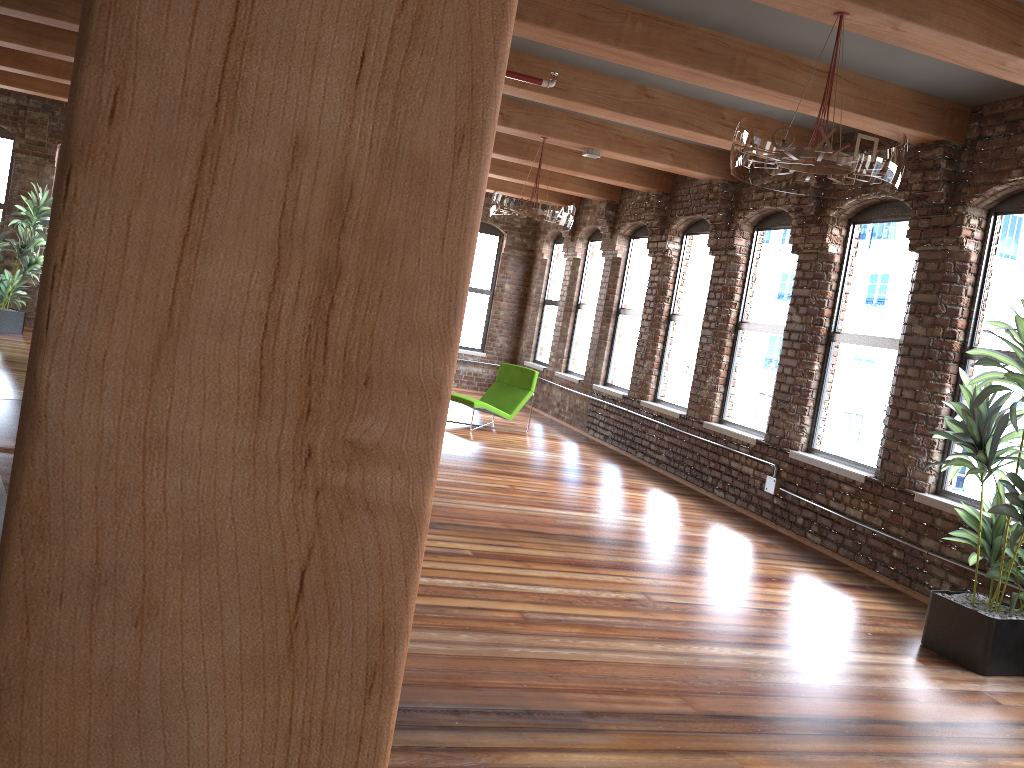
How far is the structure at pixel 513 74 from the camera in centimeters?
593cm

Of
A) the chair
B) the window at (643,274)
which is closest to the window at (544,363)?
the window at (643,274)

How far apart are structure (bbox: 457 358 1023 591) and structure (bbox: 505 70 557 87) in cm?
385

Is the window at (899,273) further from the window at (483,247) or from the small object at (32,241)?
the small object at (32,241)

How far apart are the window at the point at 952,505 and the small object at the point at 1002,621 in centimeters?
57cm

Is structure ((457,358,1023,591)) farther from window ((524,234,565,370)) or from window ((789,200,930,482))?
window ((524,234,565,370))

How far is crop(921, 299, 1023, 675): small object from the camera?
4.6m

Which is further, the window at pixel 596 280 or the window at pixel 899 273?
the window at pixel 596 280

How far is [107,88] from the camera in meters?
0.6

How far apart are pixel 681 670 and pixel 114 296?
3.80m
